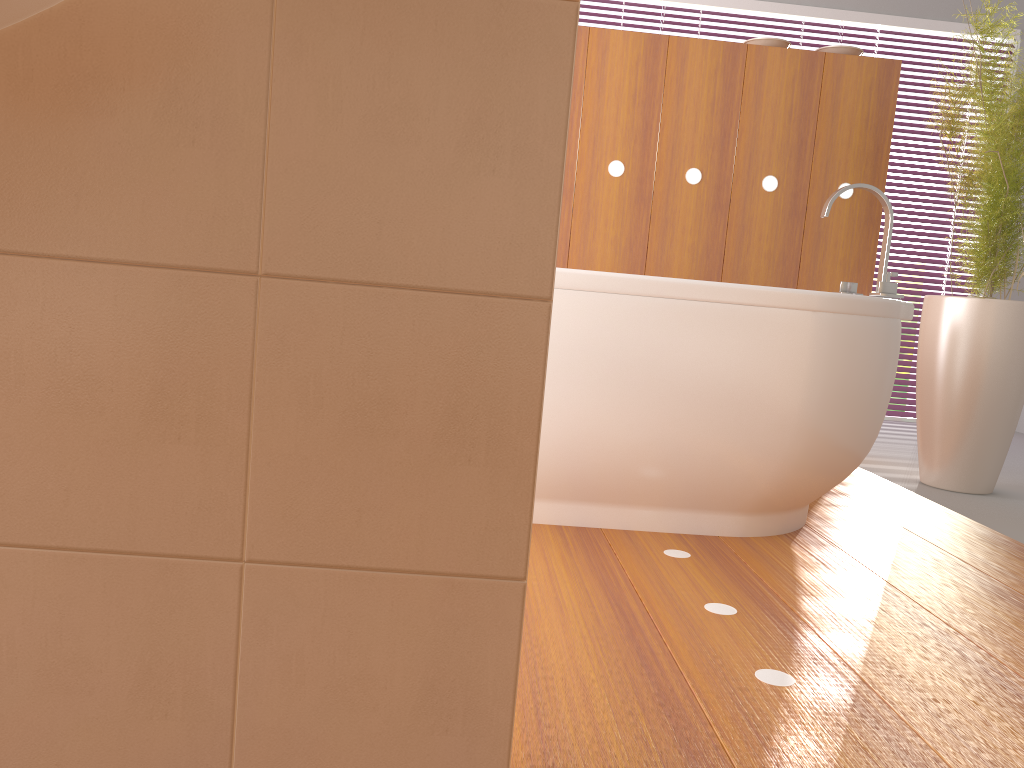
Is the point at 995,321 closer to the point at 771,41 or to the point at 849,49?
the point at 849,49

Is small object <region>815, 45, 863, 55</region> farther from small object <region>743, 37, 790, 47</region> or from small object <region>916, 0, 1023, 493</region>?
small object <region>916, 0, 1023, 493</region>

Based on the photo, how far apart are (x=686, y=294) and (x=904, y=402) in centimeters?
342cm

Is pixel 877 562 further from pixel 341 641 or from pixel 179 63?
pixel 179 63

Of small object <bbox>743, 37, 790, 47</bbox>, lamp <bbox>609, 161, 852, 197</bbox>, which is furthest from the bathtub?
small object <bbox>743, 37, 790, 47</bbox>

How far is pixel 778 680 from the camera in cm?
131

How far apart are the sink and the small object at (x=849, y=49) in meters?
3.0

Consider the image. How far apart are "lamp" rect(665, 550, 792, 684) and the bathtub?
0.2 meters

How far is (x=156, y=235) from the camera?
0.8m

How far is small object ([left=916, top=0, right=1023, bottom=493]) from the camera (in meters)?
2.79
